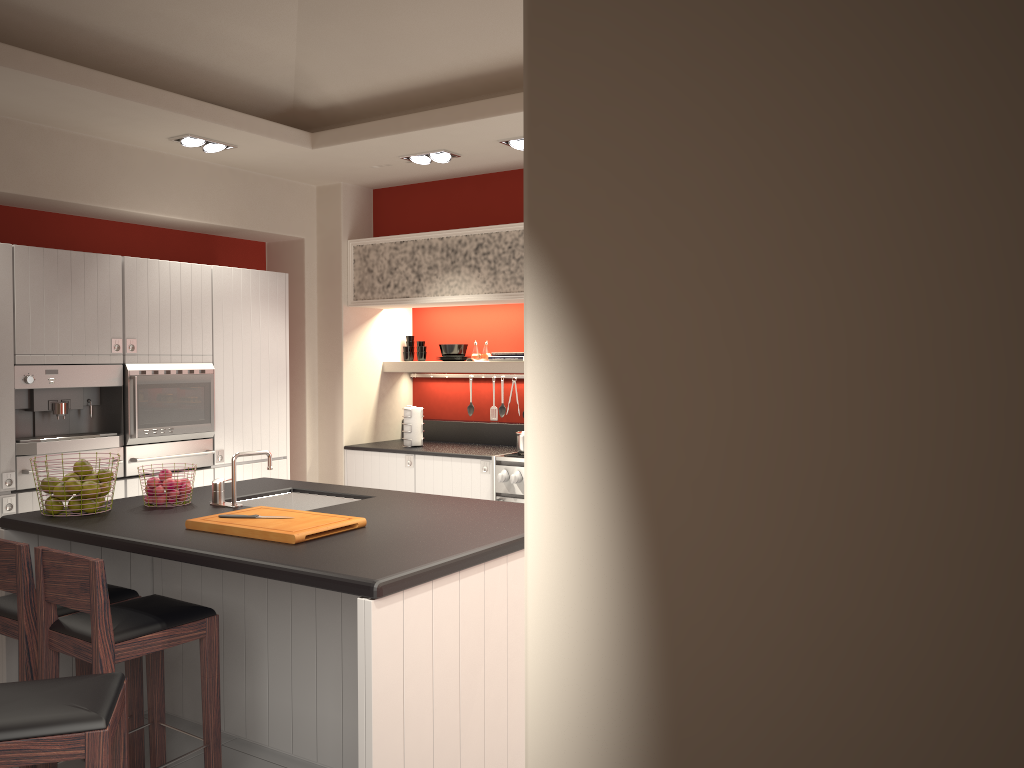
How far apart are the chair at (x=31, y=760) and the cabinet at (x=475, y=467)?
3.6m

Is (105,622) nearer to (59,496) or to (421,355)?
(59,496)

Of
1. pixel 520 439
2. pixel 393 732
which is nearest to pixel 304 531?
pixel 393 732

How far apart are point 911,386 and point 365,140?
4.9 meters

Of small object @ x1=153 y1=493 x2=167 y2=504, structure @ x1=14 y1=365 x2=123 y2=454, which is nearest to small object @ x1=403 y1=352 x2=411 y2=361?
structure @ x1=14 y1=365 x2=123 y2=454

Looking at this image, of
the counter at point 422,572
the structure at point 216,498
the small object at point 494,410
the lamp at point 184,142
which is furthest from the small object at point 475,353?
the structure at point 216,498

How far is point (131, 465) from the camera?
5.19m

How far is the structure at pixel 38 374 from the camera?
4.7 meters

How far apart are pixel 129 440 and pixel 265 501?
1.4 meters

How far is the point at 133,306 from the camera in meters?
5.2 m
